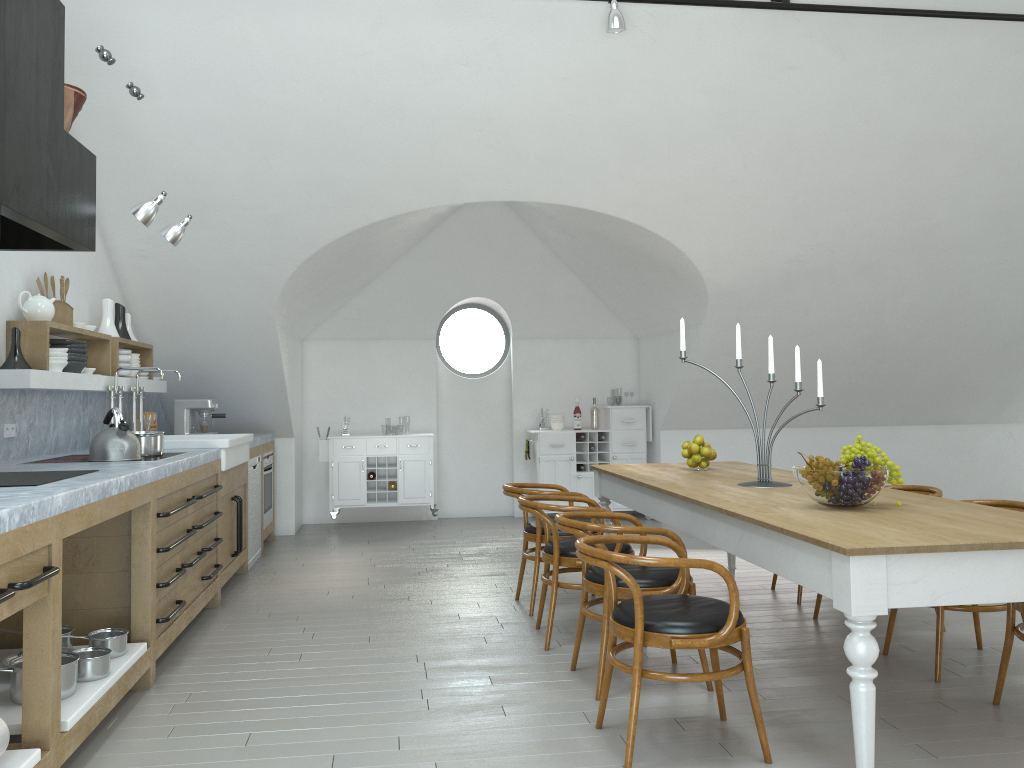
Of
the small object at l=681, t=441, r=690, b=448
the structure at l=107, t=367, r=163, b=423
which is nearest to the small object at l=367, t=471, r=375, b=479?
the structure at l=107, t=367, r=163, b=423

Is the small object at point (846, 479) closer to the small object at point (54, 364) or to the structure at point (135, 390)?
the small object at point (54, 364)

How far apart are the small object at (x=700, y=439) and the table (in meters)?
0.18

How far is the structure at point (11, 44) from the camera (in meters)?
3.03

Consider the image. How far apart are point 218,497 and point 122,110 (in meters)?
2.44

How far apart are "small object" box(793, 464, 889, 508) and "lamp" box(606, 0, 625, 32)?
2.7m

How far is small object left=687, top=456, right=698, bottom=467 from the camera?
5.3 meters

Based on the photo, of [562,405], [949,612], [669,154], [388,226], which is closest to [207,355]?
[388,226]

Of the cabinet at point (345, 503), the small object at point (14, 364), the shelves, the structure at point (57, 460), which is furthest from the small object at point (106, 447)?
the cabinet at point (345, 503)

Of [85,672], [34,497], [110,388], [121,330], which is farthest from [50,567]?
[121,330]
